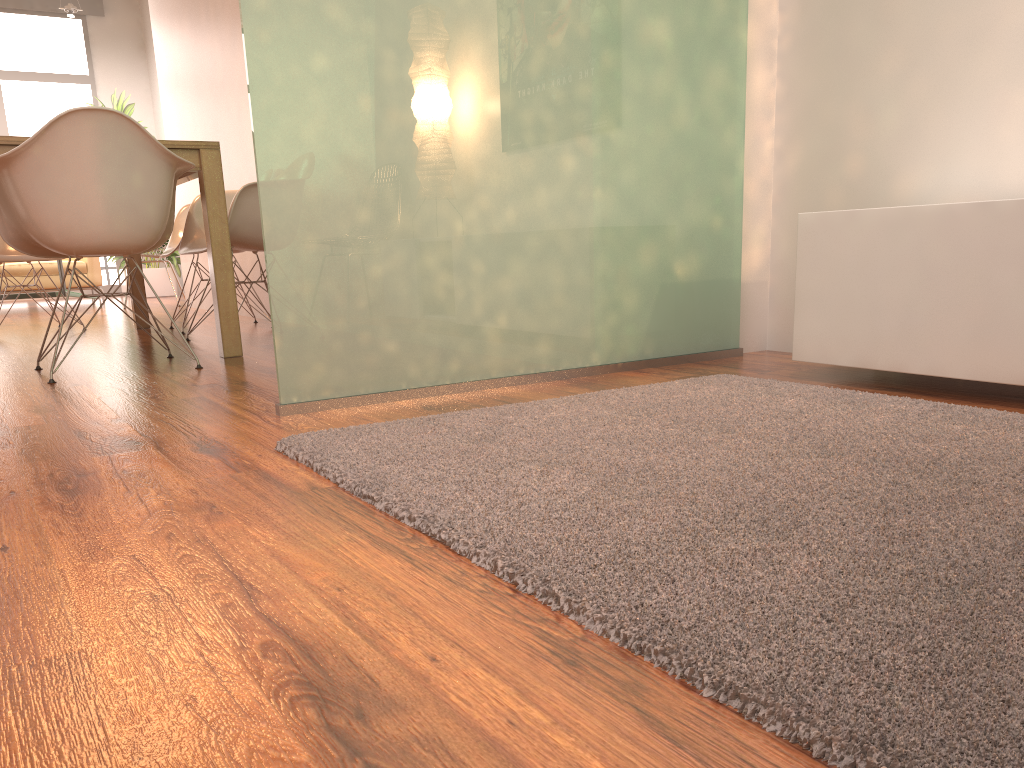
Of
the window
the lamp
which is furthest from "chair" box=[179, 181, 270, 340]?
the window

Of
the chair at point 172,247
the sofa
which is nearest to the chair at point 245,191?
the chair at point 172,247

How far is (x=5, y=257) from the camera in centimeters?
500cm

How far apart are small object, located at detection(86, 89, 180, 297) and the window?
1.5m

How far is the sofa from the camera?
8.7m

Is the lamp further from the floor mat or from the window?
the floor mat

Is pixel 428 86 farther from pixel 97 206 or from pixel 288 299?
pixel 97 206

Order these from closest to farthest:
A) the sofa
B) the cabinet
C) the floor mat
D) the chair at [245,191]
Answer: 1. the floor mat
2. the cabinet
3. the chair at [245,191]
4. the sofa

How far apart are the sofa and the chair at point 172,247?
4.5 meters

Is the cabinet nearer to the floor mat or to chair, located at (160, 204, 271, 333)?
the floor mat
